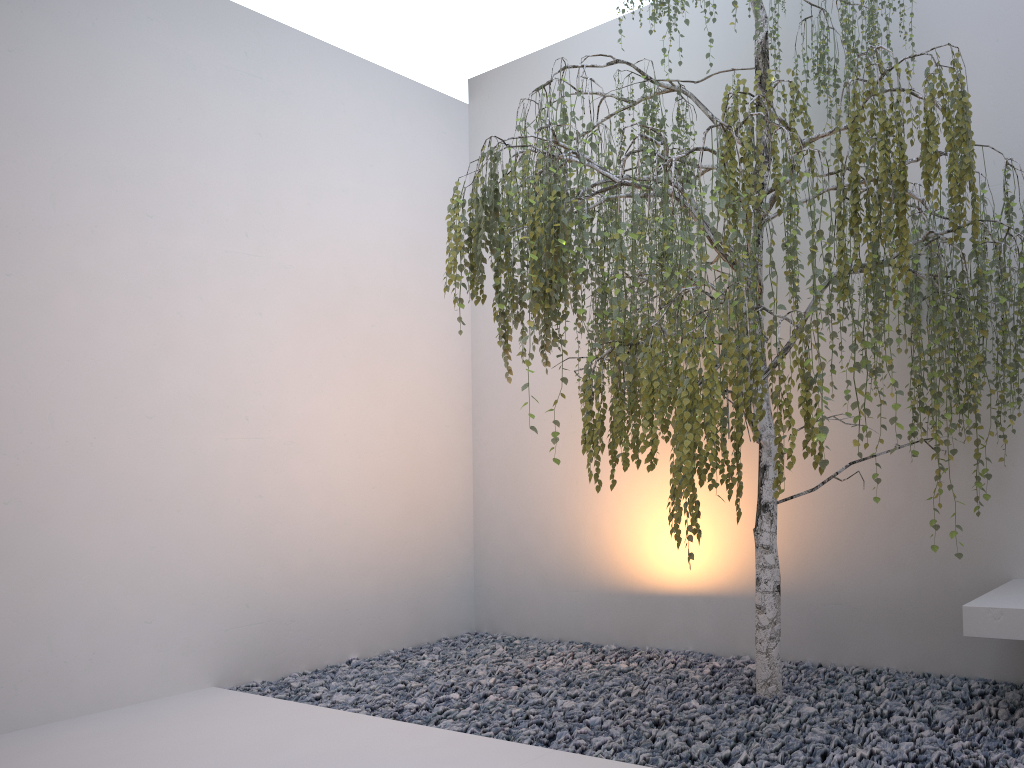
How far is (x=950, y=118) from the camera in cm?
227

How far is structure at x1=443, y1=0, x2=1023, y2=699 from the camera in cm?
227

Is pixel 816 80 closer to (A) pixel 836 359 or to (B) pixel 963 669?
(A) pixel 836 359

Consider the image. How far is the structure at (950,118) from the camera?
2.3m
